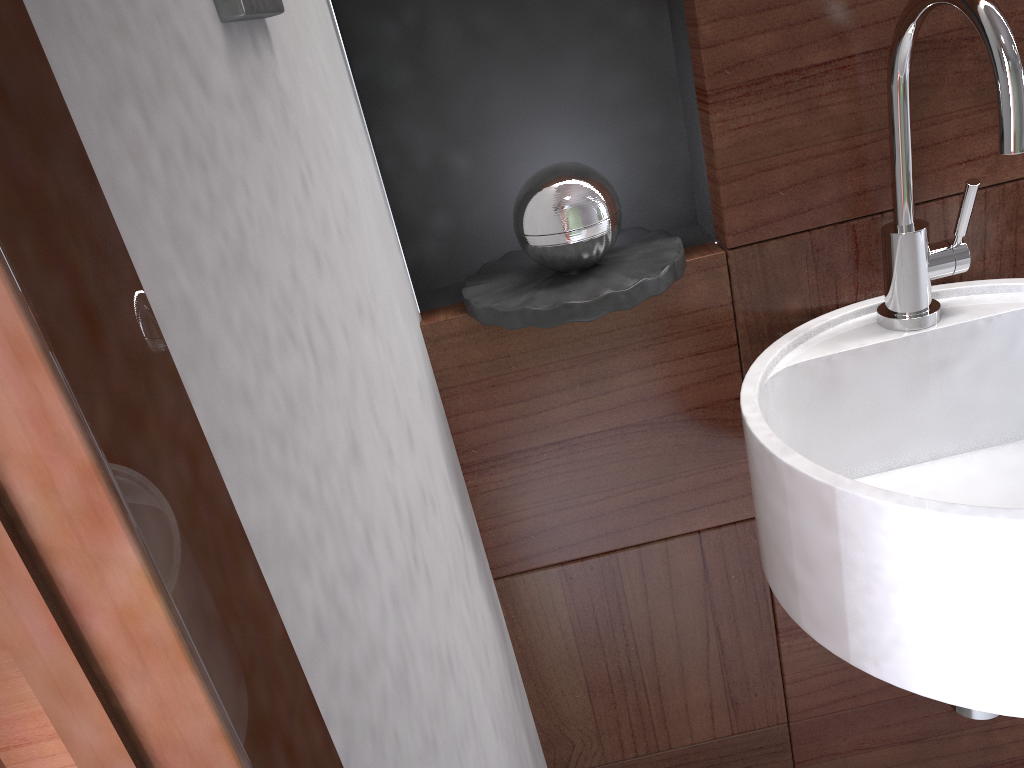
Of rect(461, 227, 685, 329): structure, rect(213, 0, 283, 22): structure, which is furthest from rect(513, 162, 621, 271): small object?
rect(213, 0, 283, 22): structure

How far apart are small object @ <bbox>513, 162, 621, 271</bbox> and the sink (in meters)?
0.18

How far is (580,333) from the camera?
0.9 meters

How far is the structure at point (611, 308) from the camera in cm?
78

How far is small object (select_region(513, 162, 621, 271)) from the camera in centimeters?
79cm

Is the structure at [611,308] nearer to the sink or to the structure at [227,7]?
the sink

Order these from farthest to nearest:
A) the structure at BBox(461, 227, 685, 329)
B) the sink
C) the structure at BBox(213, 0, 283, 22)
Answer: the structure at BBox(461, 227, 685, 329), the sink, the structure at BBox(213, 0, 283, 22)

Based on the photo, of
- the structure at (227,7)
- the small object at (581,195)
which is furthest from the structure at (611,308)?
the structure at (227,7)

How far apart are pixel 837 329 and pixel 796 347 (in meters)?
0.05

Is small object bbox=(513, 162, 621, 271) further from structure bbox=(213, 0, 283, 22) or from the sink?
structure bbox=(213, 0, 283, 22)
